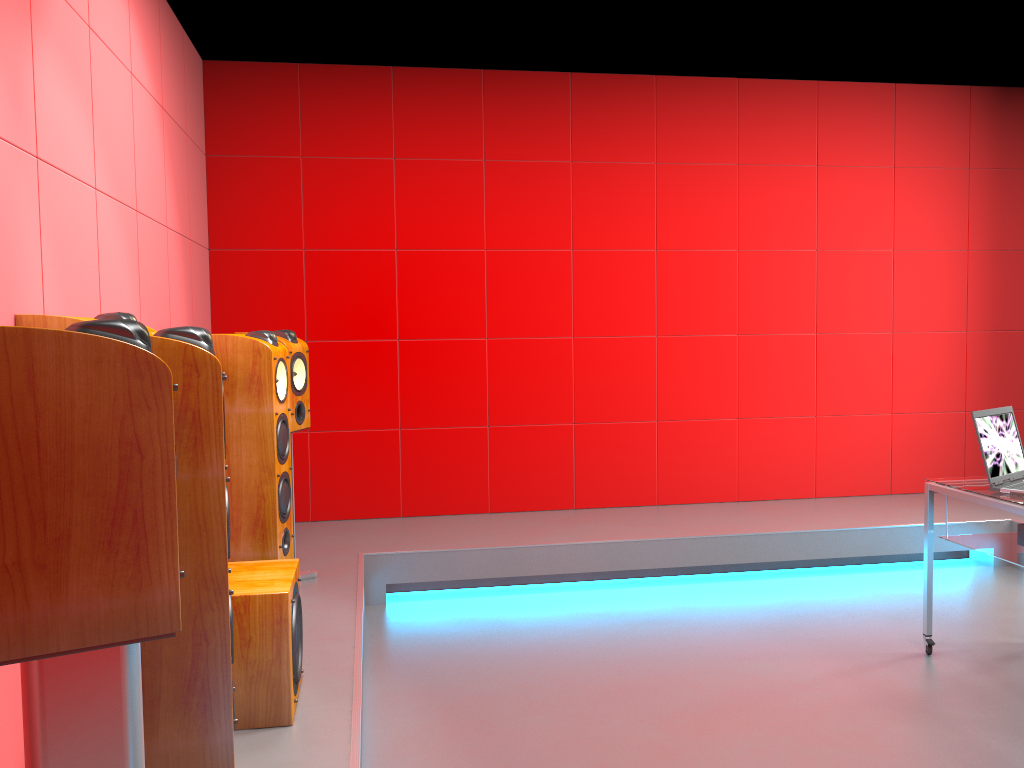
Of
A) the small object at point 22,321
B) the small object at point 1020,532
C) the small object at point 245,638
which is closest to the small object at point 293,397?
the small object at point 245,638

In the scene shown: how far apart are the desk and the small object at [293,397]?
2.5 meters

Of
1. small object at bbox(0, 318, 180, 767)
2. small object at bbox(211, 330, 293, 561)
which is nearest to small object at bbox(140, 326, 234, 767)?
small object at bbox(0, 318, 180, 767)

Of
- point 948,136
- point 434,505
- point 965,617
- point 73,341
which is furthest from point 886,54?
point 73,341

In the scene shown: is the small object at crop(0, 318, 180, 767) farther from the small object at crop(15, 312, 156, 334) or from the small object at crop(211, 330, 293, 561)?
the small object at crop(211, 330, 293, 561)

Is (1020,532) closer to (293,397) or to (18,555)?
(293,397)

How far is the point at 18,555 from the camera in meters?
1.1

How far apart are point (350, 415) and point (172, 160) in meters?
1.7

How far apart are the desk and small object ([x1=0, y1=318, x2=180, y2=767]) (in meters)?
2.79

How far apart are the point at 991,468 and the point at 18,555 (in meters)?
3.14
